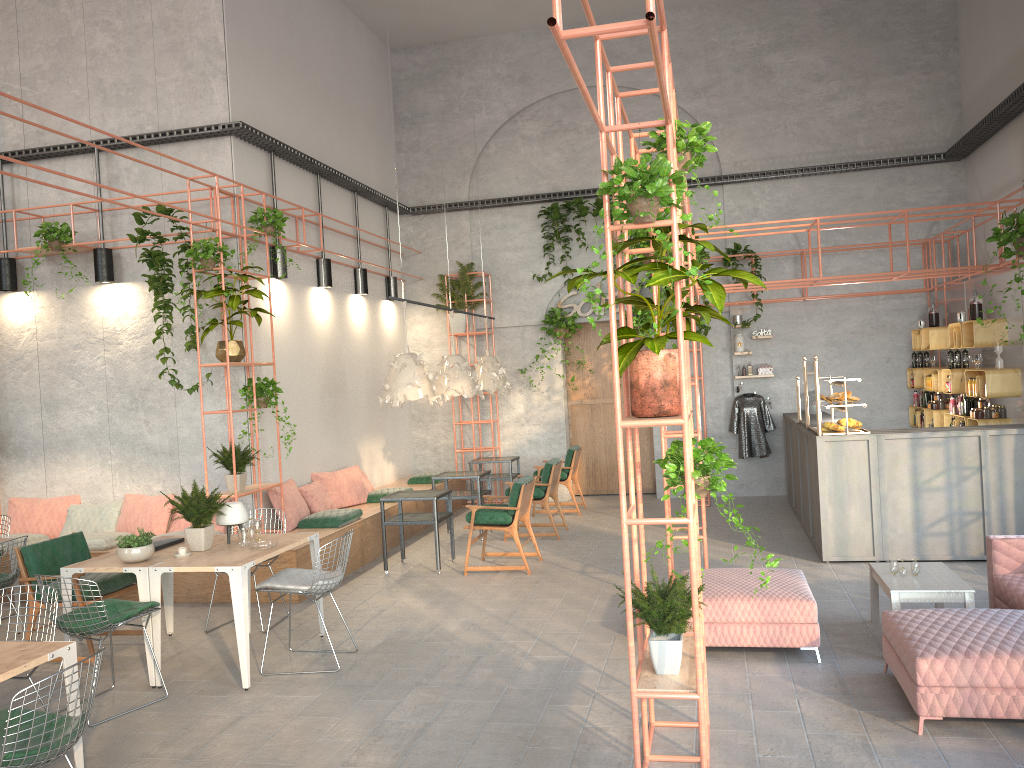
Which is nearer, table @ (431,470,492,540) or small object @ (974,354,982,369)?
small object @ (974,354,982,369)

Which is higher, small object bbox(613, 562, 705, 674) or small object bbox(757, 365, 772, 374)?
small object bbox(757, 365, 772, 374)

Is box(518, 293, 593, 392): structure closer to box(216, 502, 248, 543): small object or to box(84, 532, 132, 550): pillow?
box(84, 532, 132, 550): pillow

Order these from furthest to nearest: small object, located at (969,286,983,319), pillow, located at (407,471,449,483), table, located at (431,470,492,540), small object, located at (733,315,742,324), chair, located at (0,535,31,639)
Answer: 1. small object, located at (733,315,742,324)
2. pillow, located at (407,471,449,483)
3. table, located at (431,470,492,540)
4. small object, located at (969,286,983,319)
5. chair, located at (0,535,31,639)

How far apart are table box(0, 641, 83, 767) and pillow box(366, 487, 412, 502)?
6.8m

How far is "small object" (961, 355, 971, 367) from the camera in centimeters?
1025cm

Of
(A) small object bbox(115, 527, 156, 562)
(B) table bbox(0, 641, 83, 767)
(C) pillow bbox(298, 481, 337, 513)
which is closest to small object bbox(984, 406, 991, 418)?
(C) pillow bbox(298, 481, 337, 513)

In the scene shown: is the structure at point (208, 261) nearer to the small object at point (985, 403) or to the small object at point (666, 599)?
the small object at point (666, 599)

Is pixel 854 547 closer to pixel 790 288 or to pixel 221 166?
pixel 790 288

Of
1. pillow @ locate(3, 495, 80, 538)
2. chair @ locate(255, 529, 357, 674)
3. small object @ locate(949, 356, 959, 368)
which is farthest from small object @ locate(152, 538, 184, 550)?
small object @ locate(949, 356, 959, 368)
